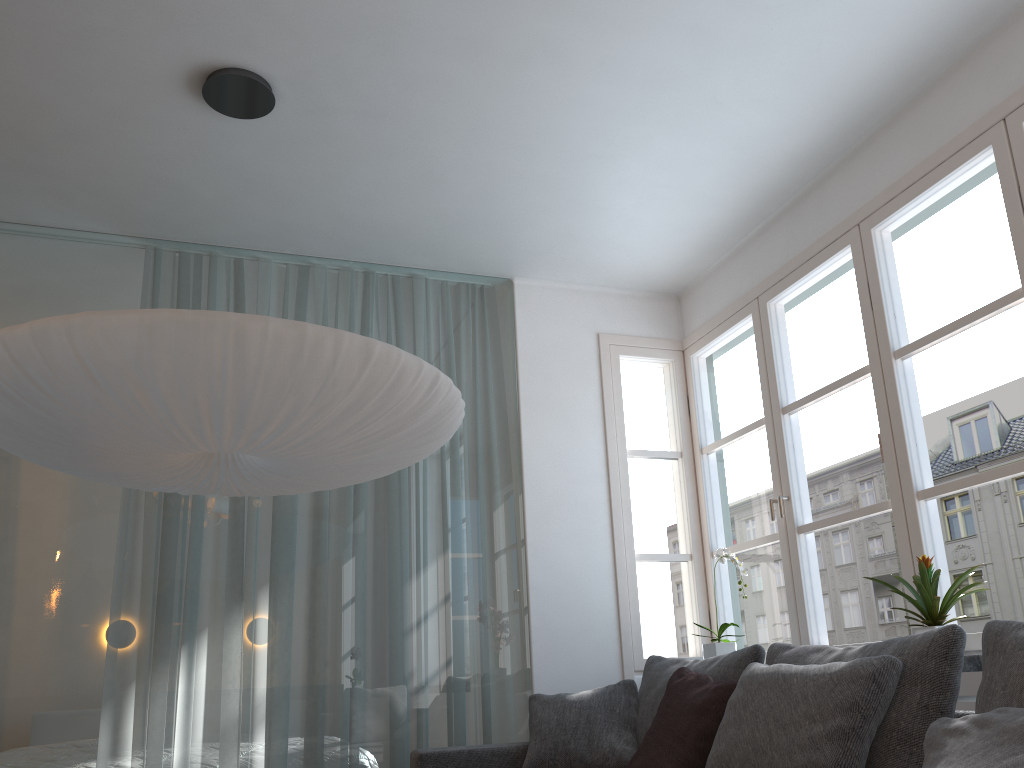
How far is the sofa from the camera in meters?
3.3 m

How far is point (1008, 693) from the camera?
1.9 meters

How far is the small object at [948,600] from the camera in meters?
2.7

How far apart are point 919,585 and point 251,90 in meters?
2.7

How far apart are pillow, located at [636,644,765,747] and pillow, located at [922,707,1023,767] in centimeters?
104cm

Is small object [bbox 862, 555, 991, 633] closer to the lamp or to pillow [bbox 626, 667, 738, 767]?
pillow [bbox 626, 667, 738, 767]

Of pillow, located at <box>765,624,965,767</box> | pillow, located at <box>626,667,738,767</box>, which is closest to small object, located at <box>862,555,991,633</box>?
pillow, located at <box>765,624,965,767</box>

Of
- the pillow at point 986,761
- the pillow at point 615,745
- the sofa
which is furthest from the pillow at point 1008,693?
the pillow at point 615,745

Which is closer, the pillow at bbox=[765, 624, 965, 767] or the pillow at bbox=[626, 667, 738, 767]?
the pillow at bbox=[765, 624, 965, 767]

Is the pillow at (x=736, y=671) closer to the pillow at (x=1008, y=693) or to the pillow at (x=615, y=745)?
the pillow at (x=615, y=745)
